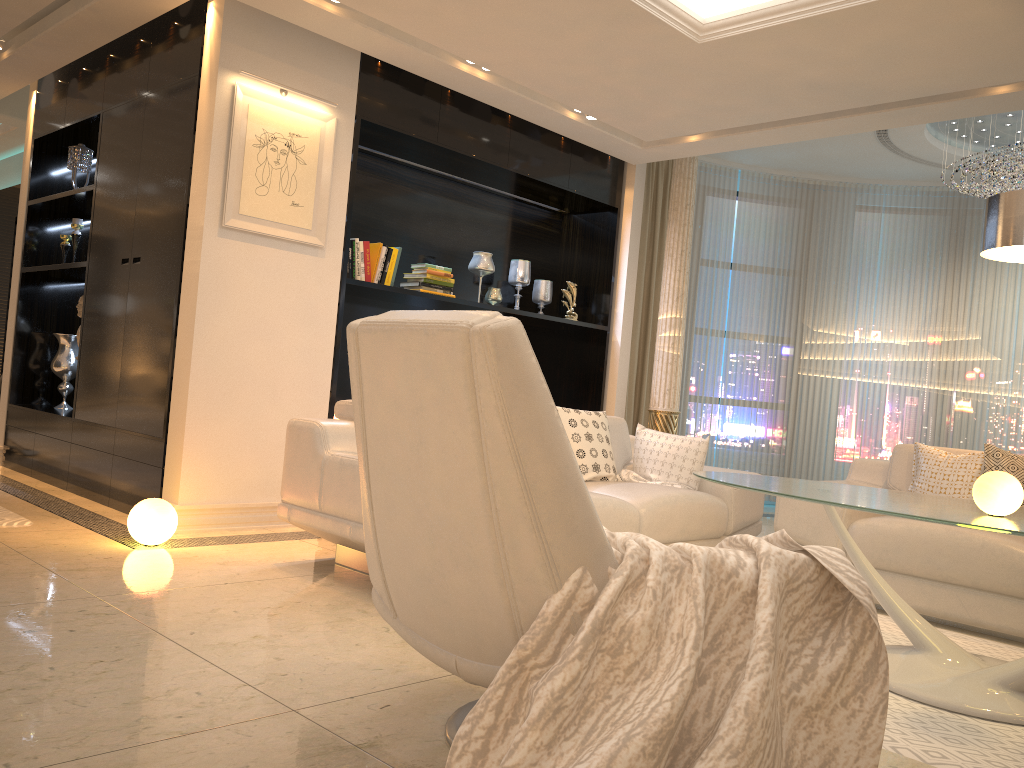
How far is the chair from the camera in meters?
1.6 m

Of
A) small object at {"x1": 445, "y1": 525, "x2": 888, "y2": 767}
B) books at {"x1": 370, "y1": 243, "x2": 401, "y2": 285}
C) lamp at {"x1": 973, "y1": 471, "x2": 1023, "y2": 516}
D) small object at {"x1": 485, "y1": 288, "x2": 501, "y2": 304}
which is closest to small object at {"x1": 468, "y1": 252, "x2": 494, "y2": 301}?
small object at {"x1": 485, "y1": 288, "x2": 501, "y2": 304}

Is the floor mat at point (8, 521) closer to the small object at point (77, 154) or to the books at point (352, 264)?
the books at point (352, 264)

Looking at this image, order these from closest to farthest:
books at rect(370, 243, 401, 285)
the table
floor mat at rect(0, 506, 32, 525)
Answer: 1. the table
2. floor mat at rect(0, 506, 32, 525)
3. books at rect(370, 243, 401, 285)

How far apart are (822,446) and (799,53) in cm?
461

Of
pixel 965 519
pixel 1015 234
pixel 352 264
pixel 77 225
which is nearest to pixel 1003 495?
pixel 965 519

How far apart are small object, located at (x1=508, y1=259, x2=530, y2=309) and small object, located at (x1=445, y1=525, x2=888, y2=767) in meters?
4.6

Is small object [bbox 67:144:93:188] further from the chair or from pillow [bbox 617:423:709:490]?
the chair

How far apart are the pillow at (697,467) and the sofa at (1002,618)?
0.4m

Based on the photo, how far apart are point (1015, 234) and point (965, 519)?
1.16m
